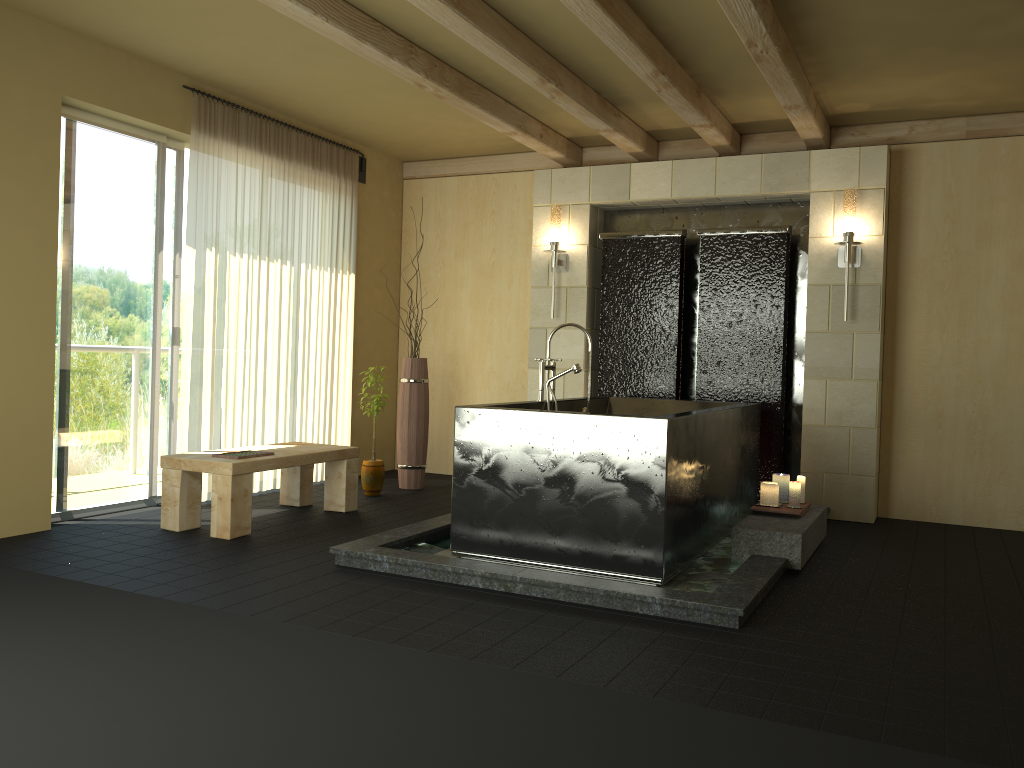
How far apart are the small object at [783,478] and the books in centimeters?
292cm

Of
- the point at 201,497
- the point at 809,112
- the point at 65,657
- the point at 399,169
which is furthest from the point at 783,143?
the point at 65,657

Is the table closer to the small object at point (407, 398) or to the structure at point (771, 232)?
the small object at point (407, 398)

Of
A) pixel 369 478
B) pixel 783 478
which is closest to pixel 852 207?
pixel 783 478

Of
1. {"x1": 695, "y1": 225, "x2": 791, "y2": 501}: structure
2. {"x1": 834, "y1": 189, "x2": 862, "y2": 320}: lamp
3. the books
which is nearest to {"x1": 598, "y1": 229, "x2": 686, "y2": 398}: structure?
{"x1": 695, "y1": 225, "x2": 791, "y2": 501}: structure

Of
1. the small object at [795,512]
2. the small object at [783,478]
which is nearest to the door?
the small object at [795,512]

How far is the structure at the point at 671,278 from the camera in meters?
6.3

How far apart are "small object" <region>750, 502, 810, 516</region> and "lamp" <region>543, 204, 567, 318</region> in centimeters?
256cm

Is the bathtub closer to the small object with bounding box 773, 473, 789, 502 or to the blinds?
the small object with bounding box 773, 473, 789, 502

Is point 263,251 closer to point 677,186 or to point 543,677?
point 677,186
